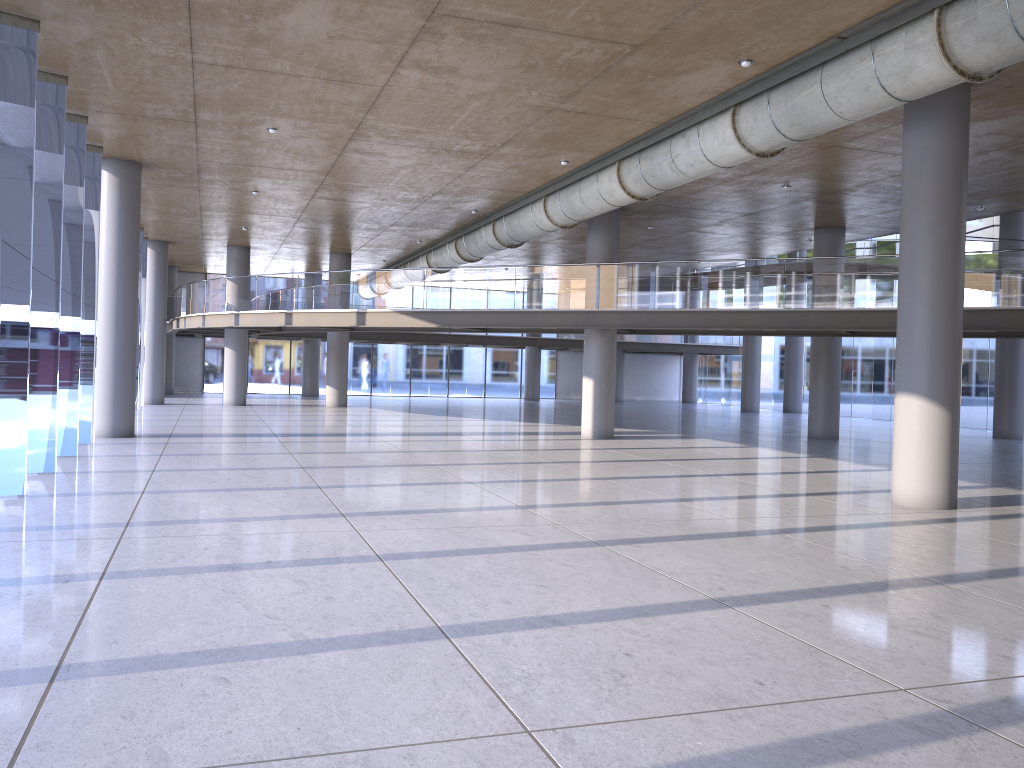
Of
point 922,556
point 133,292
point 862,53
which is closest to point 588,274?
point 133,292
